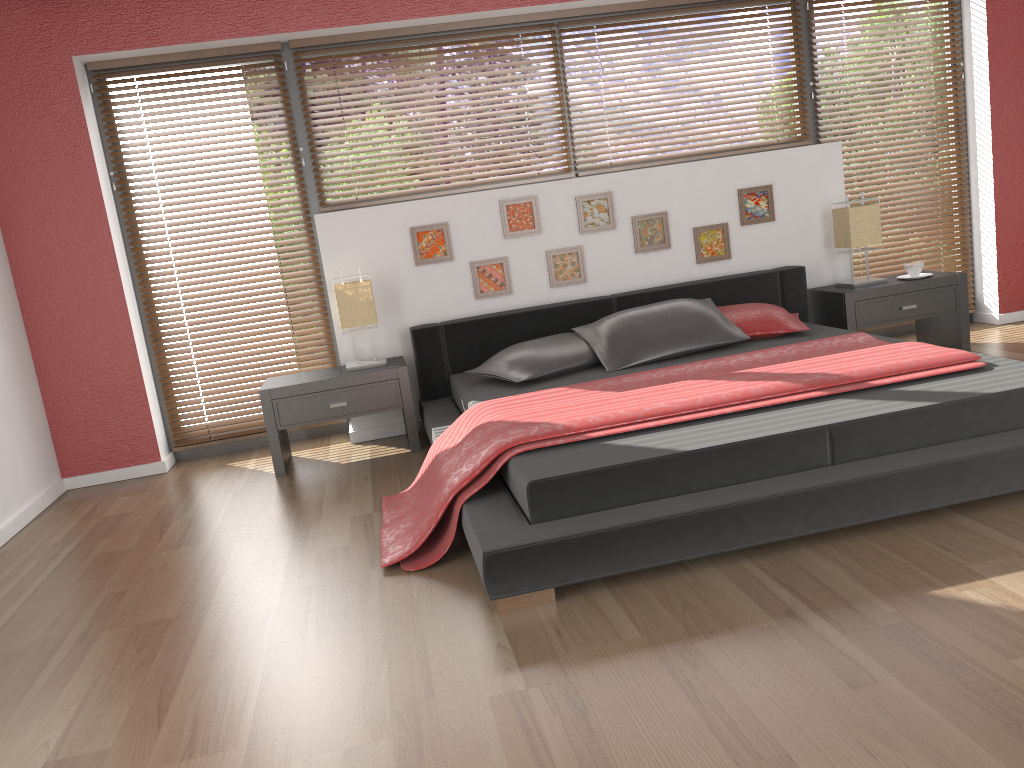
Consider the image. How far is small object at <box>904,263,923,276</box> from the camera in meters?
4.7 m

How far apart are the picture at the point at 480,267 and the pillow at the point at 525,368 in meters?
0.6 m

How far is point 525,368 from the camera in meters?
4.0 m

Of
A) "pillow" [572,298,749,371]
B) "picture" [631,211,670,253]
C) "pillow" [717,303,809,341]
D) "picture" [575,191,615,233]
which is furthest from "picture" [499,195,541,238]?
"pillow" [717,303,809,341]

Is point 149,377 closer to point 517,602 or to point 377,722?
point 517,602

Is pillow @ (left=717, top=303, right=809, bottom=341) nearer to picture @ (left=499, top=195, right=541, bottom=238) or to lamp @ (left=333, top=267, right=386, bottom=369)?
picture @ (left=499, top=195, right=541, bottom=238)

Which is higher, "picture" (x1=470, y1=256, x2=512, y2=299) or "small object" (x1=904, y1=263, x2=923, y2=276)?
"picture" (x1=470, y1=256, x2=512, y2=299)

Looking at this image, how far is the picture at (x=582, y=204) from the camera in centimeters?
471cm

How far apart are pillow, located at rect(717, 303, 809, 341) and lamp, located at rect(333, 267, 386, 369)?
1.70m

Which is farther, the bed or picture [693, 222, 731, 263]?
picture [693, 222, 731, 263]
